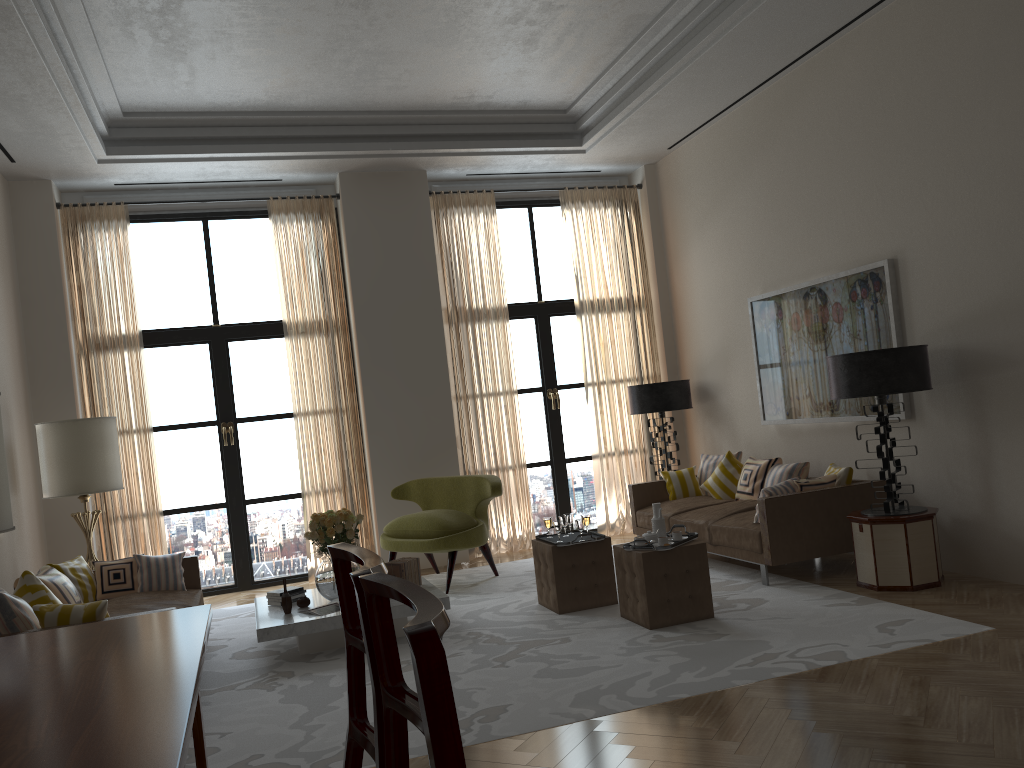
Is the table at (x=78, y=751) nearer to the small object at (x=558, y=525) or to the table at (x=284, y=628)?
the table at (x=284, y=628)

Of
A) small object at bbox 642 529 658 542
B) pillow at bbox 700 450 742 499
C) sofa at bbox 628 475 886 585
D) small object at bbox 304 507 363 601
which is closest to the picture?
pillow at bbox 700 450 742 499

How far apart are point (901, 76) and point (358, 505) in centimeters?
758cm

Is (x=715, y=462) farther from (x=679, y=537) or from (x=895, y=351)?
(x=895, y=351)

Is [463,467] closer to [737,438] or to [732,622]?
[737,438]

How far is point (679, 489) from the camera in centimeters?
1061cm

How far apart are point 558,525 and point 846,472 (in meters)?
2.81

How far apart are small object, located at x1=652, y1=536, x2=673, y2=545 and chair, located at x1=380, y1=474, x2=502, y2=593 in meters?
2.8 m

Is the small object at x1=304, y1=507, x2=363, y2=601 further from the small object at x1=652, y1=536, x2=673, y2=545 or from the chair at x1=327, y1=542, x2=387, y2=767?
the chair at x1=327, y1=542, x2=387, y2=767

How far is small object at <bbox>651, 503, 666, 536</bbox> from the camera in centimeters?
748cm
